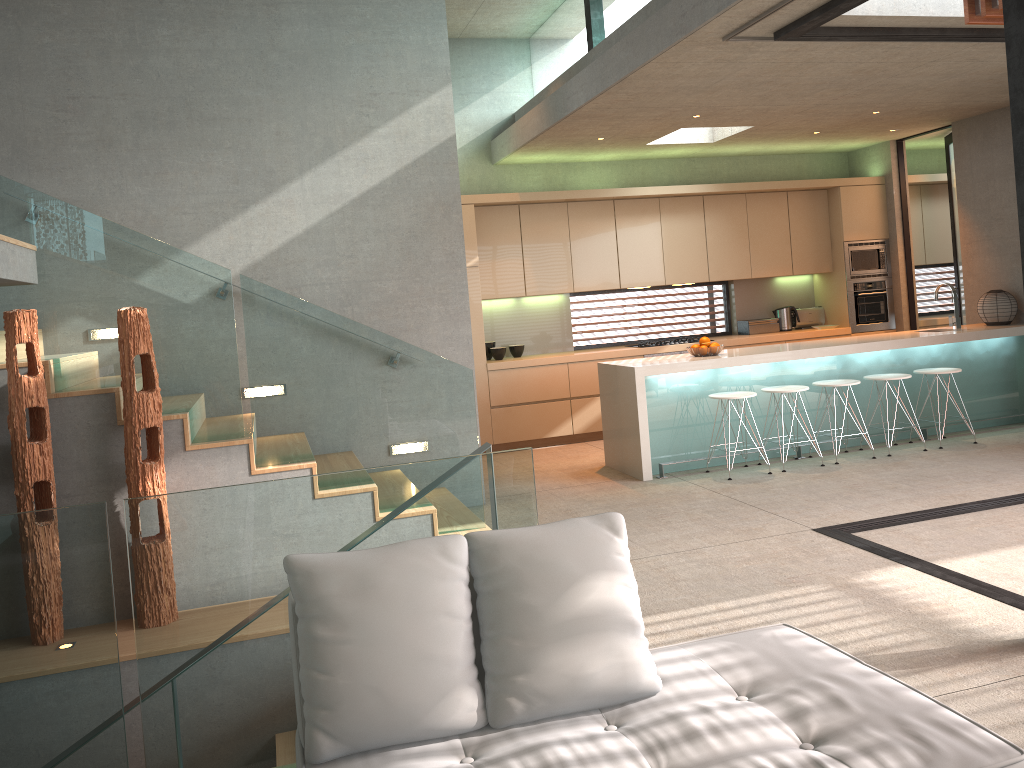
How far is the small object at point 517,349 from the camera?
9.2 meters

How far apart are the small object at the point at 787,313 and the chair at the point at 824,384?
2.83m

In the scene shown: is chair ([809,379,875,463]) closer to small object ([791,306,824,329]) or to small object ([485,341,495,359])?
small object ([791,306,824,329])

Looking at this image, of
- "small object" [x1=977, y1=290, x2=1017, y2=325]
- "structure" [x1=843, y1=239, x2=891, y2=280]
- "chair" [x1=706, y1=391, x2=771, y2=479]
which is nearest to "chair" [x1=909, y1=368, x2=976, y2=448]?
"small object" [x1=977, y1=290, x2=1017, y2=325]

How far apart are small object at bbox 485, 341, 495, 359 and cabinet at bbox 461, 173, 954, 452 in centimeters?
36cm

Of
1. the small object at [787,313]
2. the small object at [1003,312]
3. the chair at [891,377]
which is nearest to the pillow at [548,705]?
the chair at [891,377]

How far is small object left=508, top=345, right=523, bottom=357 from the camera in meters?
9.2 m

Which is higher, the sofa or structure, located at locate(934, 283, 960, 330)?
structure, located at locate(934, 283, 960, 330)

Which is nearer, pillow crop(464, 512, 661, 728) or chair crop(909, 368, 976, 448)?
pillow crop(464, 512, 661, 728)

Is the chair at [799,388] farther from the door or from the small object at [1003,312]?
the door
